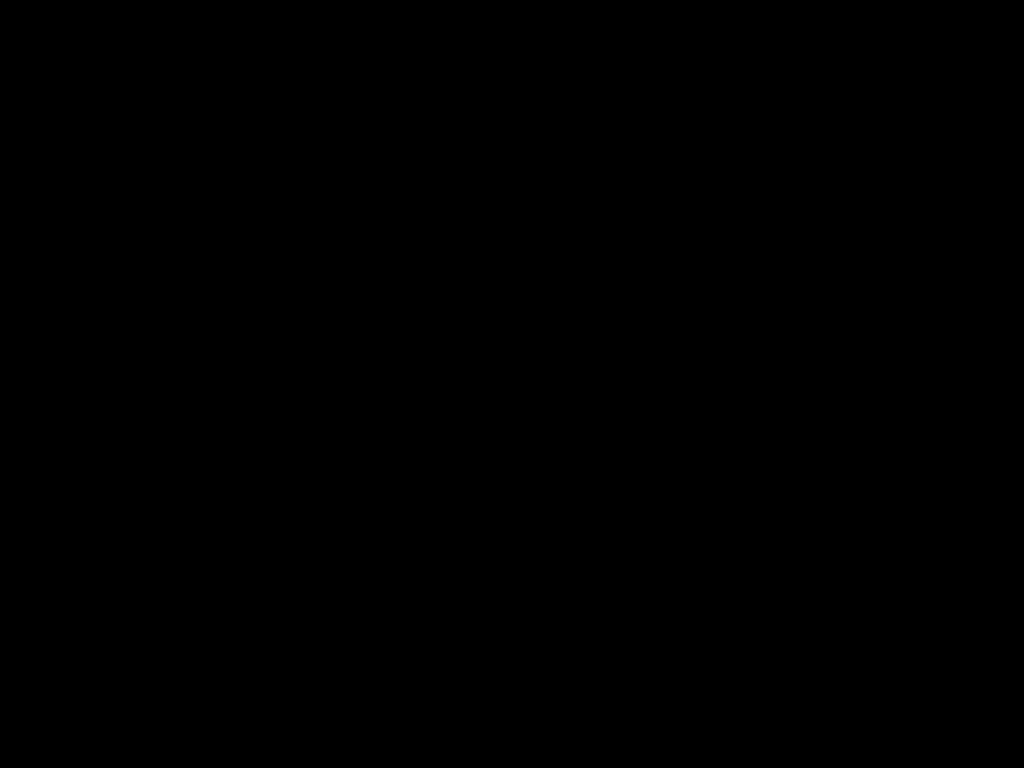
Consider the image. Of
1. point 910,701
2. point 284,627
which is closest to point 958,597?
point 910,701

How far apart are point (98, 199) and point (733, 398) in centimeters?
109cm
